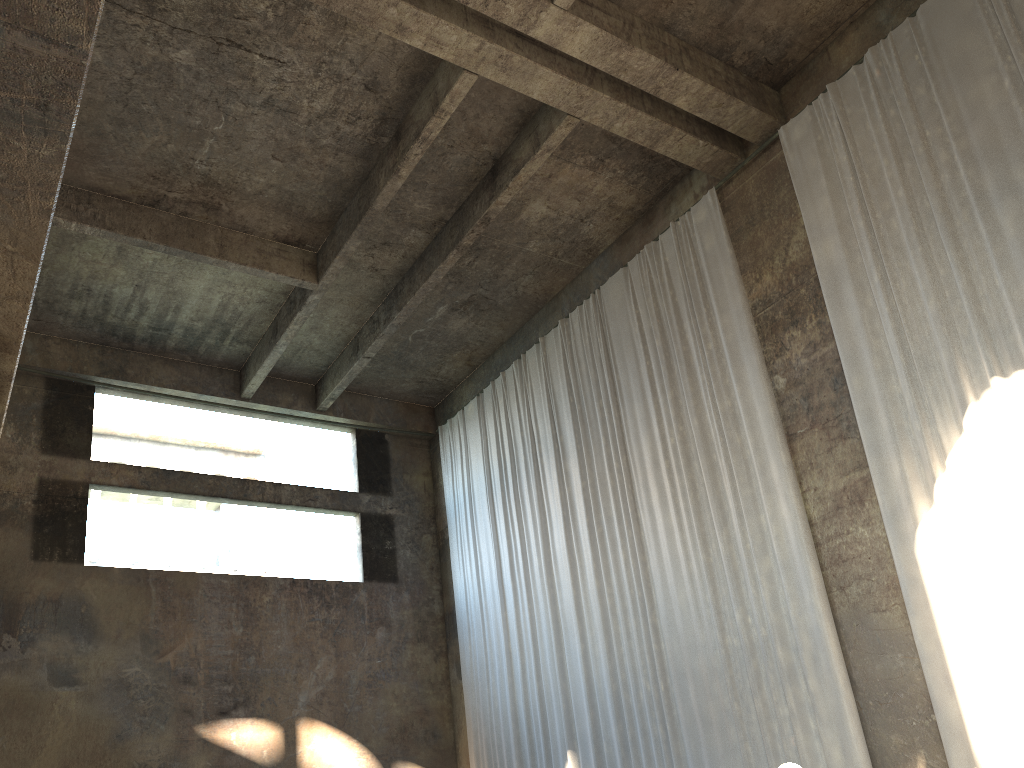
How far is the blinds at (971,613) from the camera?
7.95m

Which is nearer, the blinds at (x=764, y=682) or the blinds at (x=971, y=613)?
the blinds at (x=971, y=613)

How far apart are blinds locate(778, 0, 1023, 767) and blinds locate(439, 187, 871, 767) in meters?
0.9

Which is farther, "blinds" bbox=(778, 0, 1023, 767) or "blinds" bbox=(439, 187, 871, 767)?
"blinds" bbox=(439, 187, 871, 767)

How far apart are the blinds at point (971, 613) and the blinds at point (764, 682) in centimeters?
94cm

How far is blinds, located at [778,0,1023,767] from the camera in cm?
795

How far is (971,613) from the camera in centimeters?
795cm

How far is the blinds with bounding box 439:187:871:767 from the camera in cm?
983

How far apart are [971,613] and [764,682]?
2.6 meters
